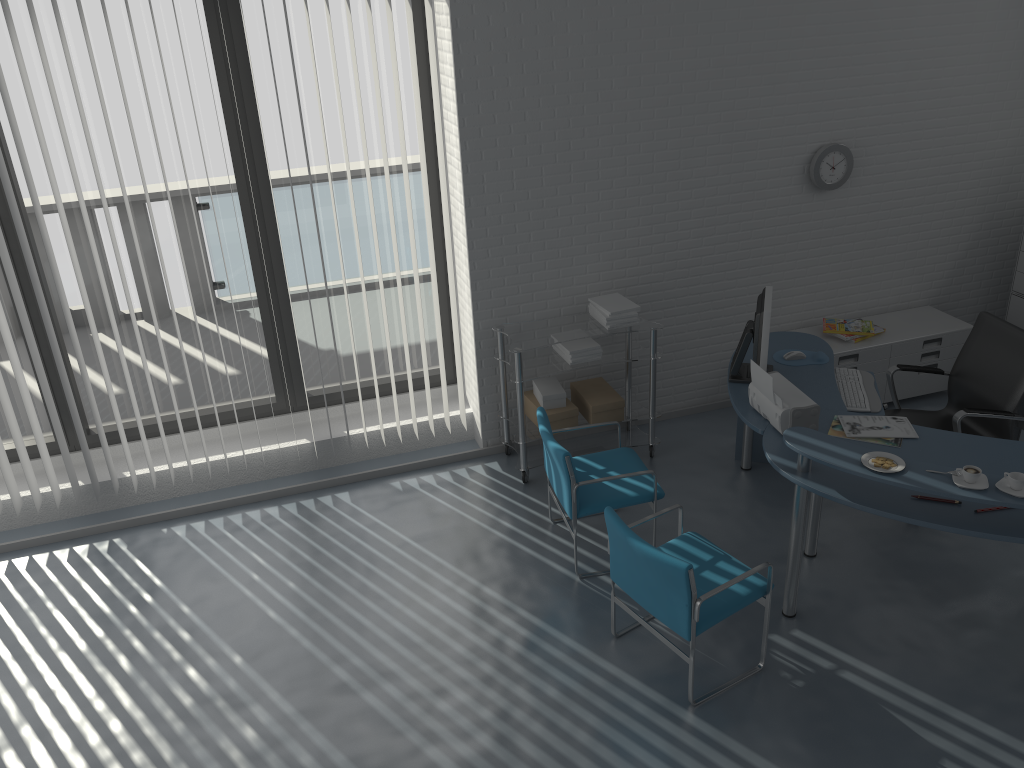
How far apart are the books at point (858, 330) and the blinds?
2.3m

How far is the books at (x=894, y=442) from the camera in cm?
383

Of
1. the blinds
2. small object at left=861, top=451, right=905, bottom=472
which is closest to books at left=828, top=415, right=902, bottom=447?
small object at left=861, top=451, right=905, bottom=472

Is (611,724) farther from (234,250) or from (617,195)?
(234,250)

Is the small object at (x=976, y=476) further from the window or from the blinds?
the window

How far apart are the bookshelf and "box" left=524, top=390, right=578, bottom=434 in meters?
3.2 m

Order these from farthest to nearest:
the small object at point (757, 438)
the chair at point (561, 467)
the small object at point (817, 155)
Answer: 1. the small object at point (817, 155)
2. the small object at point (757, 438)
3. the chair at point (561, 467)

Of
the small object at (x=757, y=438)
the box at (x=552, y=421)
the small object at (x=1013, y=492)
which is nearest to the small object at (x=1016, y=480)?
the small object at (x=1013, y=492)

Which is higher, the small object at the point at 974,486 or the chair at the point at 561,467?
the small object at the point at 974,486

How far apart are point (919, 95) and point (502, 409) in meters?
3.2
